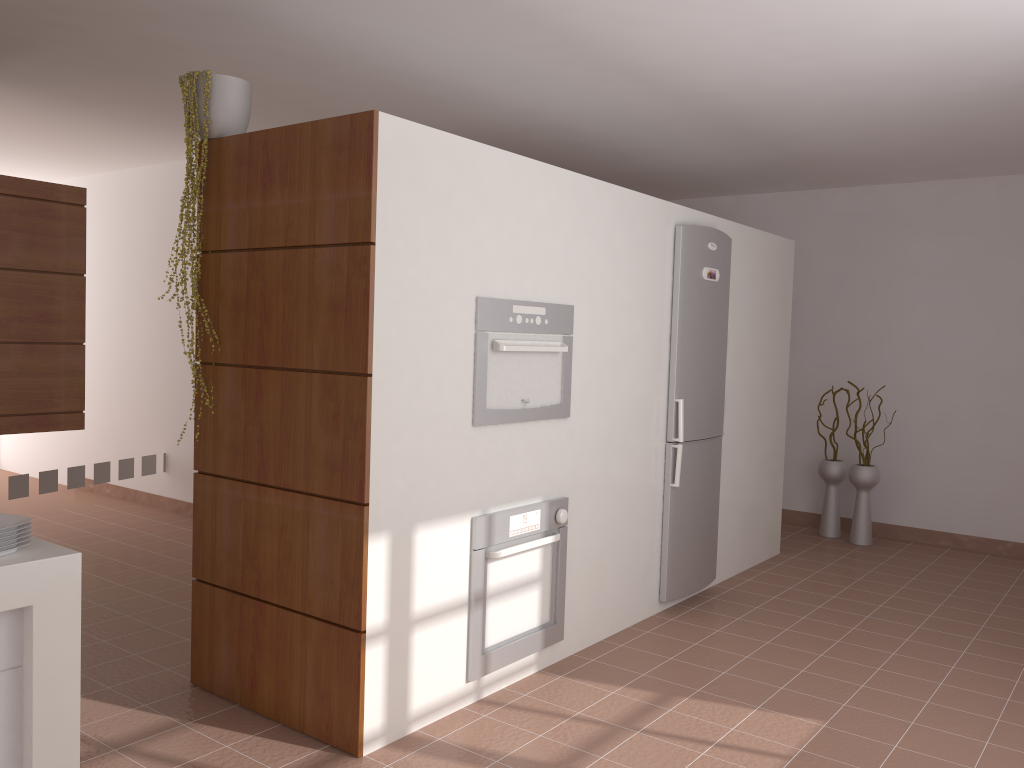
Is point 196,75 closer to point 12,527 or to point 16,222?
point 16,222

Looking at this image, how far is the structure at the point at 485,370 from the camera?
3.1 meters

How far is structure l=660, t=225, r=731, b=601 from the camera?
4.3 meters

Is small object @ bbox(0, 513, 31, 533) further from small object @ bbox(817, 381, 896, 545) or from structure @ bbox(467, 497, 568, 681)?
small object @ bbox(817, 381, 896, 545)

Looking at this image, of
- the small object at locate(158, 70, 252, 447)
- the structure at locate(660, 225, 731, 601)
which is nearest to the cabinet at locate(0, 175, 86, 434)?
the small object at locate(158, 70, 252, 447)

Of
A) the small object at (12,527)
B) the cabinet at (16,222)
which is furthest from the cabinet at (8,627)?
the cabinet at (16,222)

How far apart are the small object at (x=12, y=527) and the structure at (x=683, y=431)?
2.94m

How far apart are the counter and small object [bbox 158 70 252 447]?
1.39m

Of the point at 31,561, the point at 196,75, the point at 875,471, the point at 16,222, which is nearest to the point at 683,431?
the point at 875,471

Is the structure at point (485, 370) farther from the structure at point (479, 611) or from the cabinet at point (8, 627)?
the cabinet at point (8, 627)
